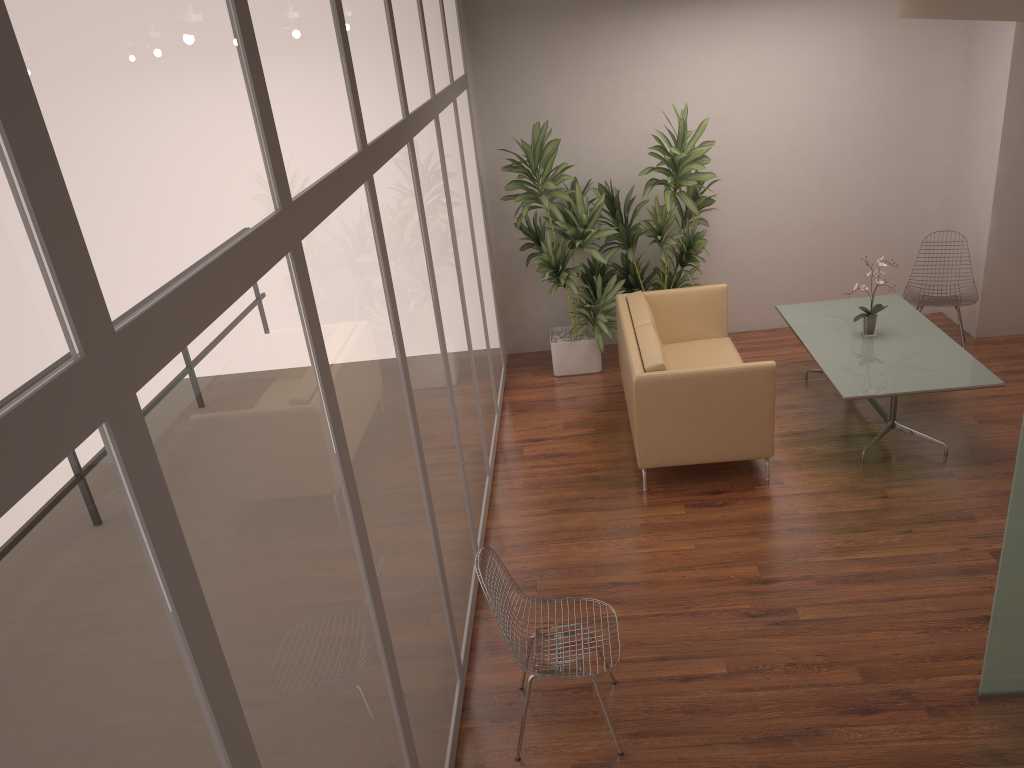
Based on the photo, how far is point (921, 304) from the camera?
7.0 meters

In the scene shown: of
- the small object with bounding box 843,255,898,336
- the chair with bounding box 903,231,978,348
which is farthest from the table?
the chair with bounding box 903,231,978,348

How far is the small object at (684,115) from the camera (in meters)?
6.92

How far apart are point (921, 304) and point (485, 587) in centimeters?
507cm

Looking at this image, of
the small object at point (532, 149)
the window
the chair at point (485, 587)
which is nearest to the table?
the small object at point (532, 149)

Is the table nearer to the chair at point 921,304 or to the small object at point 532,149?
the chair at point 921,304

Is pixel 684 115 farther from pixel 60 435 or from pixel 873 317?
pixel 60 435

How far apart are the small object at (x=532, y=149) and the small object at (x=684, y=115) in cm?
12

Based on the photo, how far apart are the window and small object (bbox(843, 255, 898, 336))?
2.7m

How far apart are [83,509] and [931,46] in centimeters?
782cm
